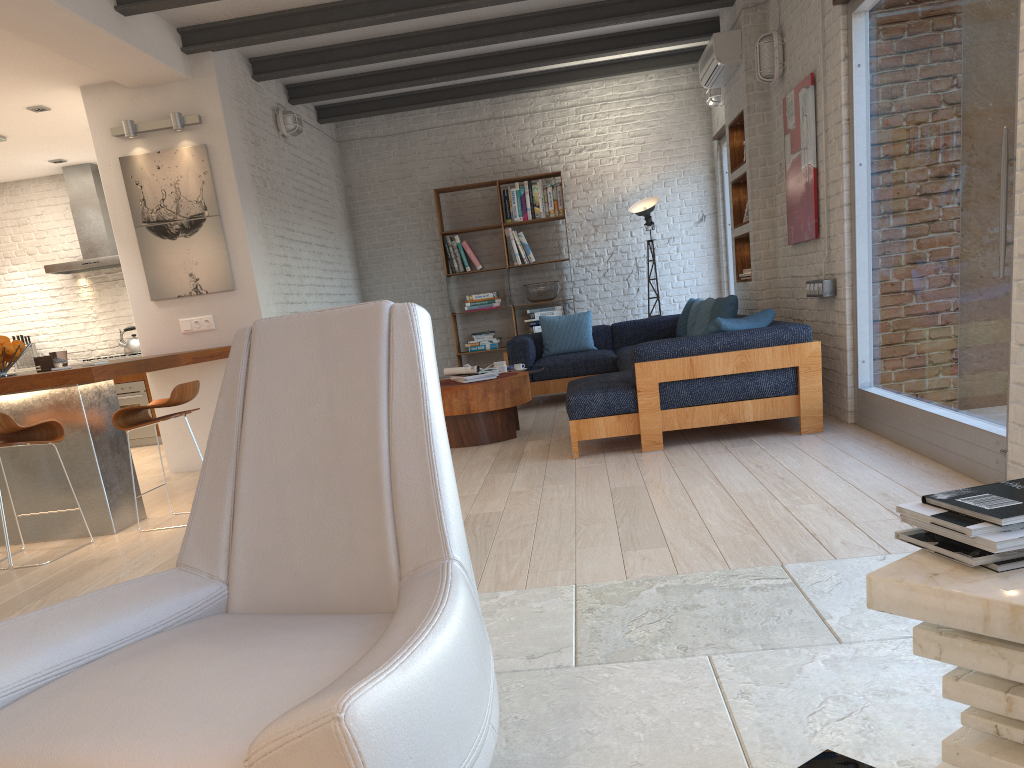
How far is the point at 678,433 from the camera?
5.8m

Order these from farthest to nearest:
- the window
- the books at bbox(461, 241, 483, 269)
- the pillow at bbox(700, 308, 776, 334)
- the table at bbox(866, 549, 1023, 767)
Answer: the books at bbox(461, 241, 483, 269) → the pillow at bbox(700, 308, 776, 334) → the window → the table at bbox(866, 549, 1023, 767)

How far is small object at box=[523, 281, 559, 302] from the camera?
9.5m

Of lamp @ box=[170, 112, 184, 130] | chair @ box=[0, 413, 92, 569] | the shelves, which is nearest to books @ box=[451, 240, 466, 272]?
the shelves

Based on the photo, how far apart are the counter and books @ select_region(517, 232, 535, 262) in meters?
4.3 m

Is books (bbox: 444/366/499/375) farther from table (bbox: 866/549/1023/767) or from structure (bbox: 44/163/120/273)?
table (bbox: 866/549/1023/767)

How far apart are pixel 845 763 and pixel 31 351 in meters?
10.3 m

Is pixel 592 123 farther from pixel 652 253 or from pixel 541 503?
pixel 541 503

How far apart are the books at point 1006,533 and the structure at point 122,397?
8.8m

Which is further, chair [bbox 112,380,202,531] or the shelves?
the shelves
